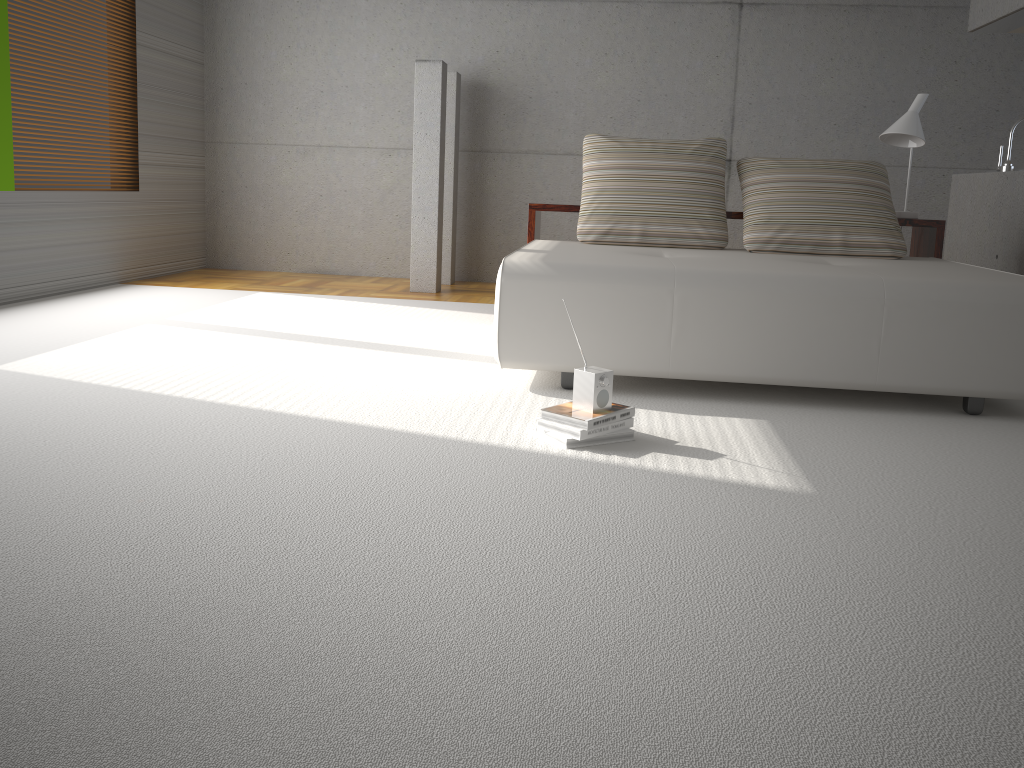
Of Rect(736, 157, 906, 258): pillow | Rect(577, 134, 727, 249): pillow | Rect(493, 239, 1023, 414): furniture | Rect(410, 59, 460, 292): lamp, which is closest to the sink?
Rect(736, 157, 906, 258): pillow

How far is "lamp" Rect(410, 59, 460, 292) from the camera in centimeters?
627cm

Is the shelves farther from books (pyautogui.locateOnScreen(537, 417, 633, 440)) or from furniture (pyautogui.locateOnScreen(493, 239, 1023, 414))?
books (pyautogui.locateOnScreen(537, 417, 633, 440))

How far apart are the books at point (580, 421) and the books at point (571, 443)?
0.0 meters

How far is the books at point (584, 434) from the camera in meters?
2.8 m

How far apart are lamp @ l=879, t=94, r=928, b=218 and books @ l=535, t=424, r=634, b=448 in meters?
2.8

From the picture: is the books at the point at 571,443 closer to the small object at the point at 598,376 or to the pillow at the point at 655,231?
the small object at the point at 598,376

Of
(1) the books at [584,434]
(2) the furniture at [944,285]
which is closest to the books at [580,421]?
(1) the books at [584,434]

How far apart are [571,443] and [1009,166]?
4.1m

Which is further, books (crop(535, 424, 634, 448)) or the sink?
the sink
